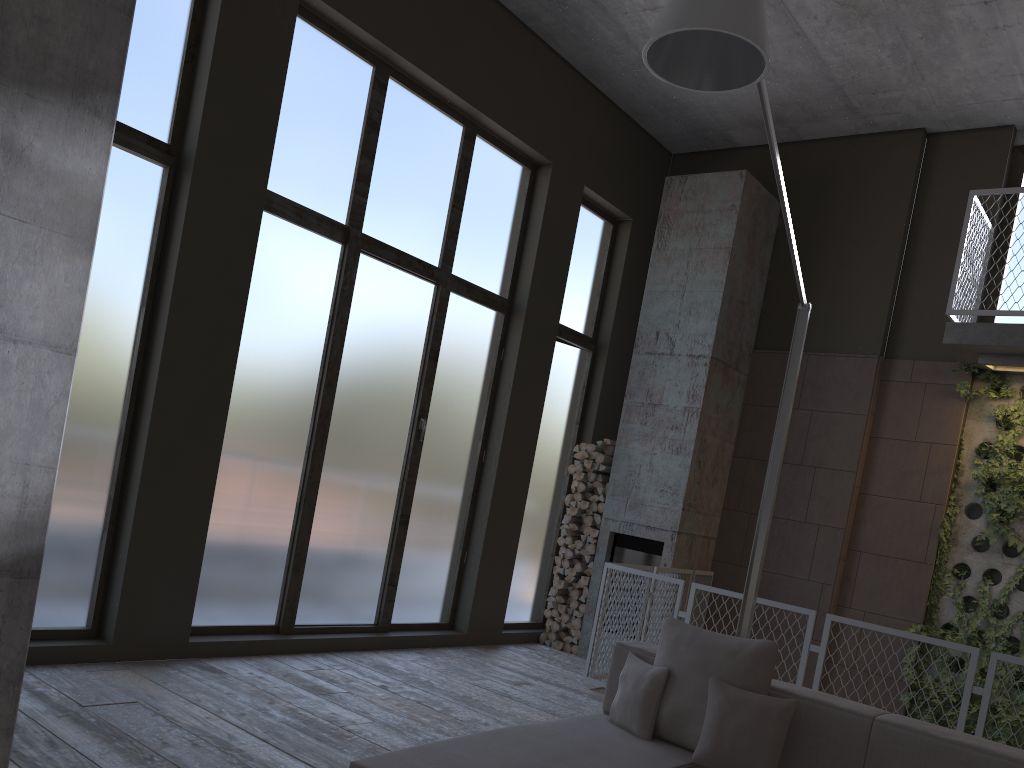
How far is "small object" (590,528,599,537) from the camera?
8.1m

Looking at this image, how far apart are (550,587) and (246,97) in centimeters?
530cm

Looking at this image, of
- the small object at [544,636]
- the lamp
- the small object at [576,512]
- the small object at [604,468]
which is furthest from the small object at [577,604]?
the lamp

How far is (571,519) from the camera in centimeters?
832cm

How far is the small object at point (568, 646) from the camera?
8.1 meters

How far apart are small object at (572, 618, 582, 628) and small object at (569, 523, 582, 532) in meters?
0.8 m

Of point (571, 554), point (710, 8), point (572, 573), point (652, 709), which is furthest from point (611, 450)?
point (710, 8)

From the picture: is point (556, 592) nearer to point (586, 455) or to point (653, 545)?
point (653, 545)

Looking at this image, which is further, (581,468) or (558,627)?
(581,468)

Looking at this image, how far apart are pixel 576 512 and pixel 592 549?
0.38m
